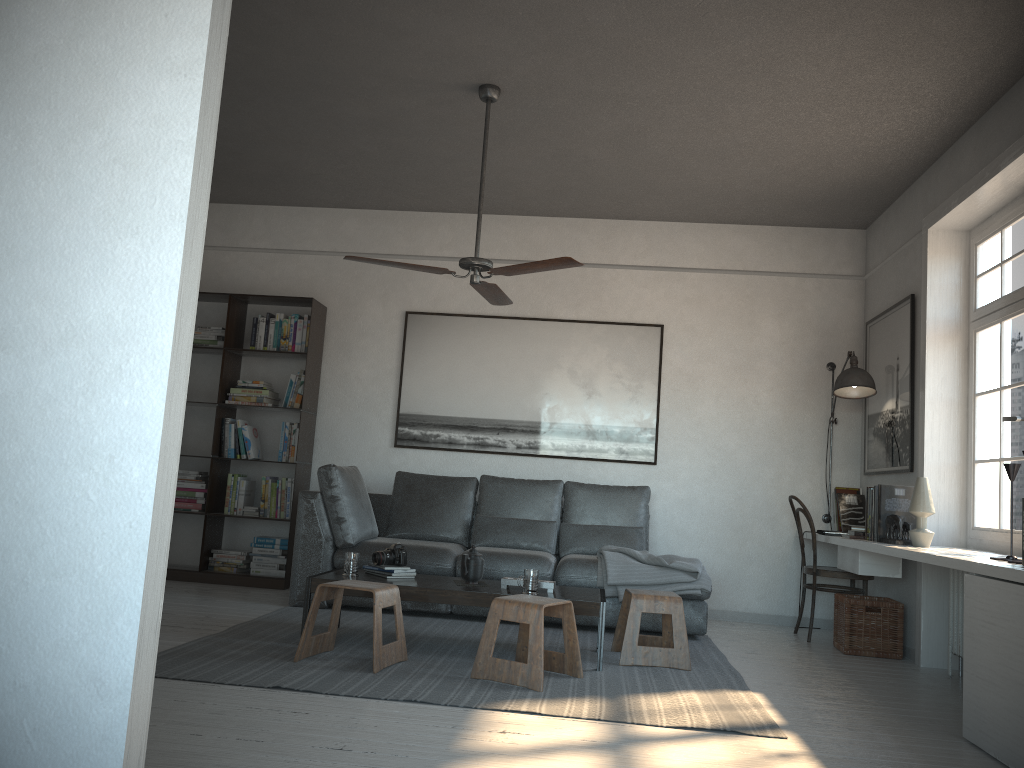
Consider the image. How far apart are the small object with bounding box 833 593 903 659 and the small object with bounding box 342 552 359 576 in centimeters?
285cm

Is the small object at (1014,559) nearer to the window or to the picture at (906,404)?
the window

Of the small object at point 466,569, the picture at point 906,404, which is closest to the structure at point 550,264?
the small object at point 466,569

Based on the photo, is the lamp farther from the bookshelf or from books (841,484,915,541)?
the bookshelf

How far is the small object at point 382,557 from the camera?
4.6m

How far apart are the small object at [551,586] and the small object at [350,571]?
0.8 meters

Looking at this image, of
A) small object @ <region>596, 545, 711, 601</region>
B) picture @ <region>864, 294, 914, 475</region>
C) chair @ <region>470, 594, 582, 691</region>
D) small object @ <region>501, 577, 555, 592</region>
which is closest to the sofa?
small object @ <region>596, 545, 711, 601</region>

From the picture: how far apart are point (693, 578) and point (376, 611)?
2.1 meters

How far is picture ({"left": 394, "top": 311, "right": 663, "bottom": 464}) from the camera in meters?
6.5

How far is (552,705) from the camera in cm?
341
